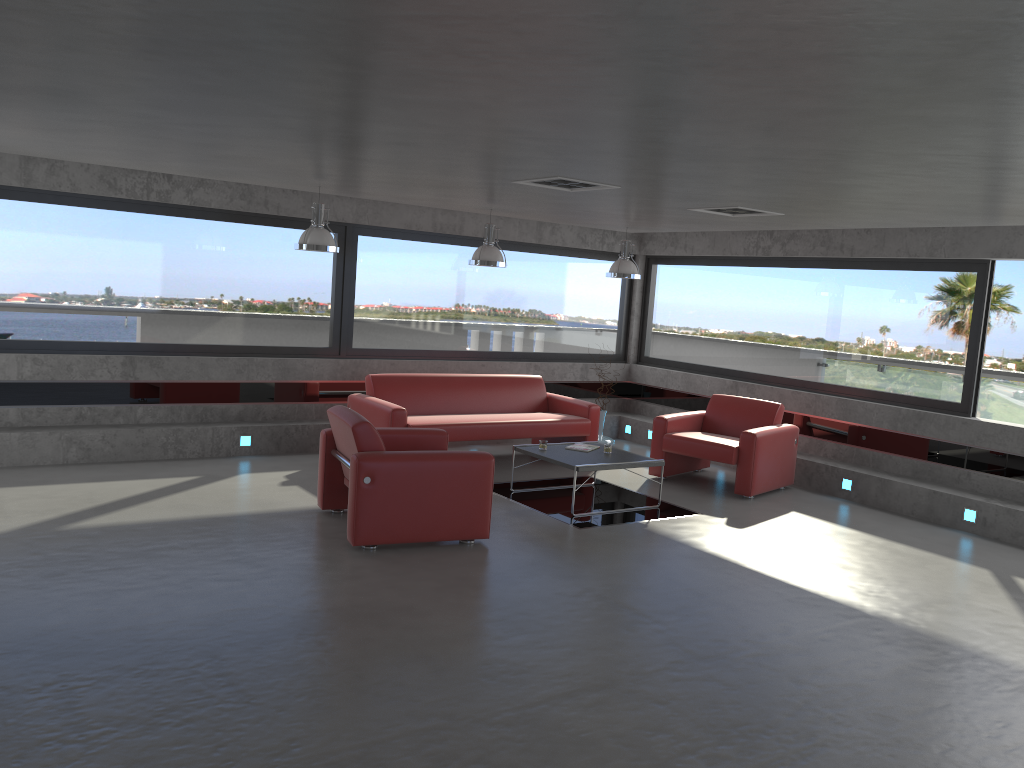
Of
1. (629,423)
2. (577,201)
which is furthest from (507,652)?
(629,423)

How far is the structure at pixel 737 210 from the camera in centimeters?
736cm

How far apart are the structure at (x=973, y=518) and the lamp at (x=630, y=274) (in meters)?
4.01

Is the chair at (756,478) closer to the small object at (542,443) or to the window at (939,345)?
the window at (939,345)

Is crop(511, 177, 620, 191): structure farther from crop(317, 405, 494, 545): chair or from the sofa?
the sofa

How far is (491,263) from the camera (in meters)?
8.69

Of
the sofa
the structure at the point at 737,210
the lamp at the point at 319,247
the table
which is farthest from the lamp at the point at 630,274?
the lamp at the point at 319,247

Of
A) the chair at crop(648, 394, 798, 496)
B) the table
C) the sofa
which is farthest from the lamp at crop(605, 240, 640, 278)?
the table

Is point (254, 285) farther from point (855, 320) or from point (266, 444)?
point (855, 320)

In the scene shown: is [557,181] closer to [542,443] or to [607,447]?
[542,443]
